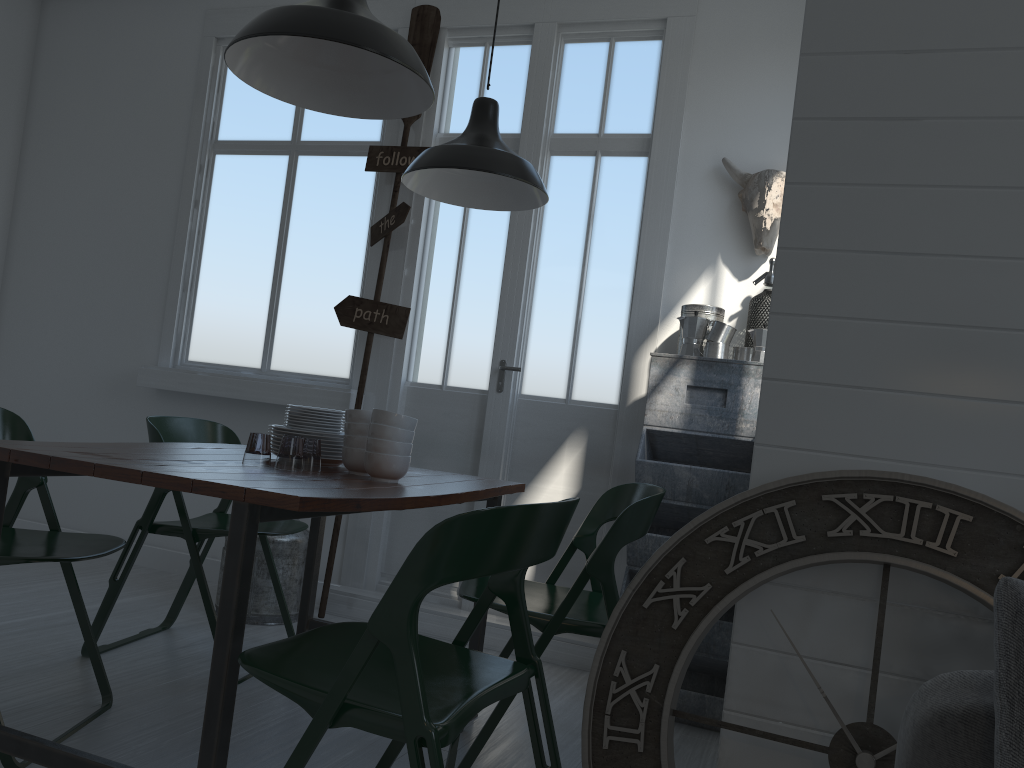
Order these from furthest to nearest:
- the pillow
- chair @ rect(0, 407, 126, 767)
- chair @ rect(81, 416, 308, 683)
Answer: chair @ rect(81, 416, 308, 683) → chair @ rect(0, 407, 126, 767) → the pillow

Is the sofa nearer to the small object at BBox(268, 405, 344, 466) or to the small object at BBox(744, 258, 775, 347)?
the small object at BBox(268, 405, 344, 466)

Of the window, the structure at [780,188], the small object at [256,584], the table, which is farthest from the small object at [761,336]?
the small object at [256,584]

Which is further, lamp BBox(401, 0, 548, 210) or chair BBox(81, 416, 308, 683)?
lamp BBox(401, 0, 548, 210)

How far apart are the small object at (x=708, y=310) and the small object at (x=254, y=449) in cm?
279

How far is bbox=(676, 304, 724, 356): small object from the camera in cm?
415

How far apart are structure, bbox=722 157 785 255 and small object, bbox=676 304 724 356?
0.36m

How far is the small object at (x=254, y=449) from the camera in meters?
9.0 m

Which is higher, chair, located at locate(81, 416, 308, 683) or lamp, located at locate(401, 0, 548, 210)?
lamp, located at locate(401, 0, 548, 210)

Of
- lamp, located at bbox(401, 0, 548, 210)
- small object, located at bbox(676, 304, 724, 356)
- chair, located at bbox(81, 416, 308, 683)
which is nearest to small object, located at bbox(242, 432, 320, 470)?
chair, located at bbox(81, 416, 308, 683)
